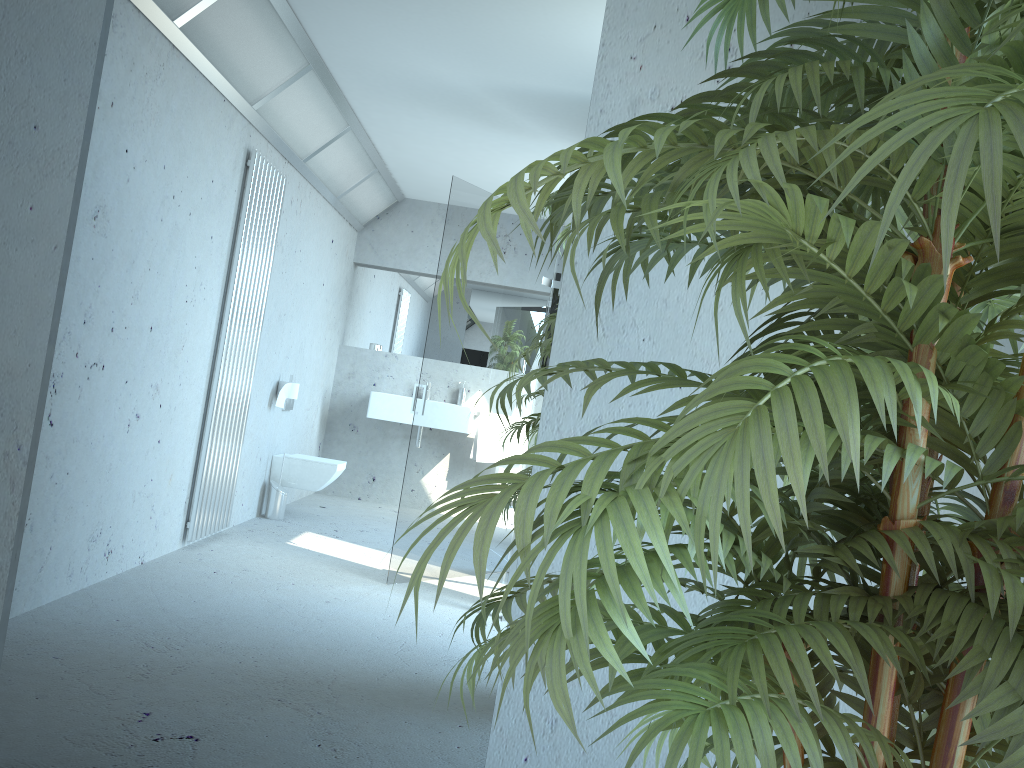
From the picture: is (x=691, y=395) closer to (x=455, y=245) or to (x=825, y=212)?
(x=825, y=212)

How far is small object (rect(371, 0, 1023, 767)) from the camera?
0.64m

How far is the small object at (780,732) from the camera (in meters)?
0.64
